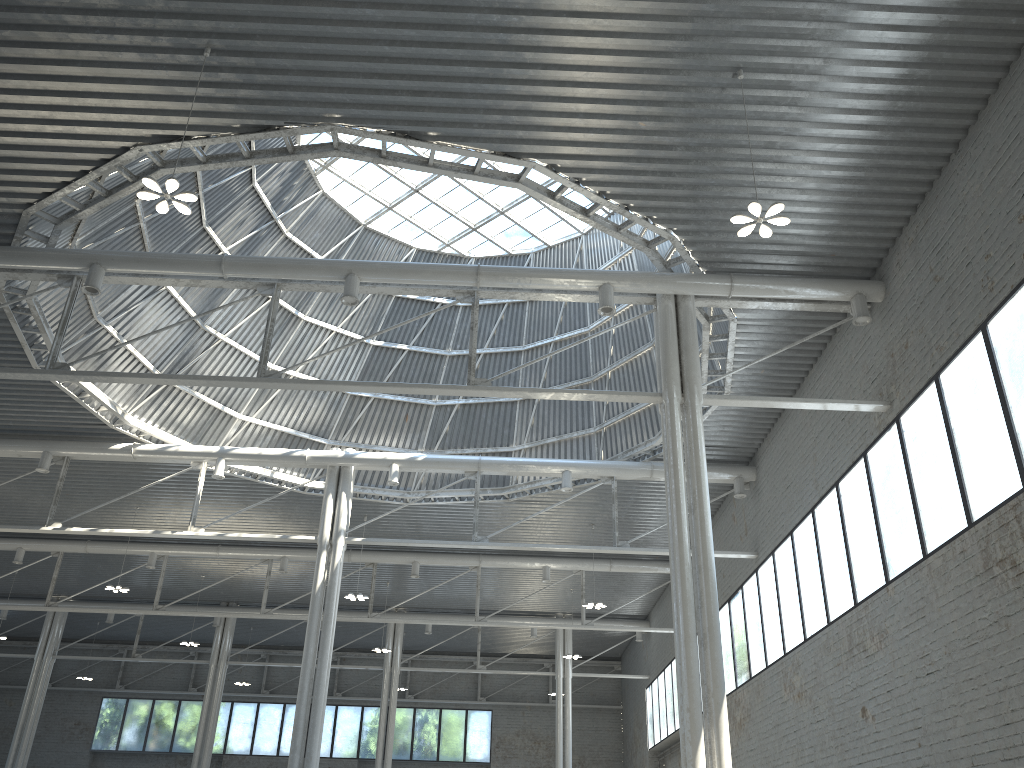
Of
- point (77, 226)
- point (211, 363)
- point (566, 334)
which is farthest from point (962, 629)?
point (211, 363)
